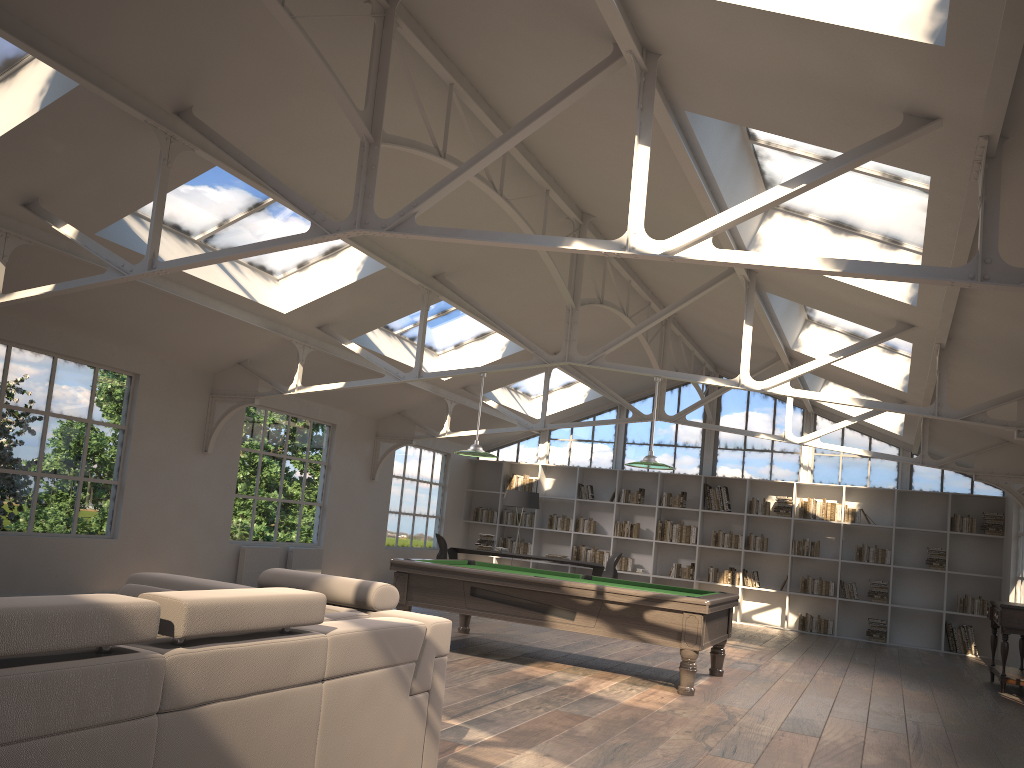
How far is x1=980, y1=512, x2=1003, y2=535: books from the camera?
13.0m

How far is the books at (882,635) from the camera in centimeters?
1336cm

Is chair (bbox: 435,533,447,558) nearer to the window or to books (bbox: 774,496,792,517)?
the window

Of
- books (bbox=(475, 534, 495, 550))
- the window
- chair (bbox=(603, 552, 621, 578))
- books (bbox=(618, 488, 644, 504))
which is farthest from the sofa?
the window

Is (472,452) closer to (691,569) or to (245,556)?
(245,556)

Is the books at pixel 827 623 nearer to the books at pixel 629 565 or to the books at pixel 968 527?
the books at pixel 968 527

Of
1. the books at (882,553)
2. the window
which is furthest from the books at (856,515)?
the window

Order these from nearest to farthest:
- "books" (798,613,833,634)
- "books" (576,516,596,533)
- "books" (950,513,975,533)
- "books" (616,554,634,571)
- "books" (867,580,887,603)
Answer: "books" (950,513,975,533) < "books" (867,580,887,603) < "books" (798,613,833,634) < "books" (616,554,634,571) < "books" (576,516,596,533)

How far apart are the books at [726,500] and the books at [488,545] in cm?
374

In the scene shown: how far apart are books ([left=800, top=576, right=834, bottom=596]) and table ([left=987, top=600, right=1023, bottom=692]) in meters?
3.7 m
